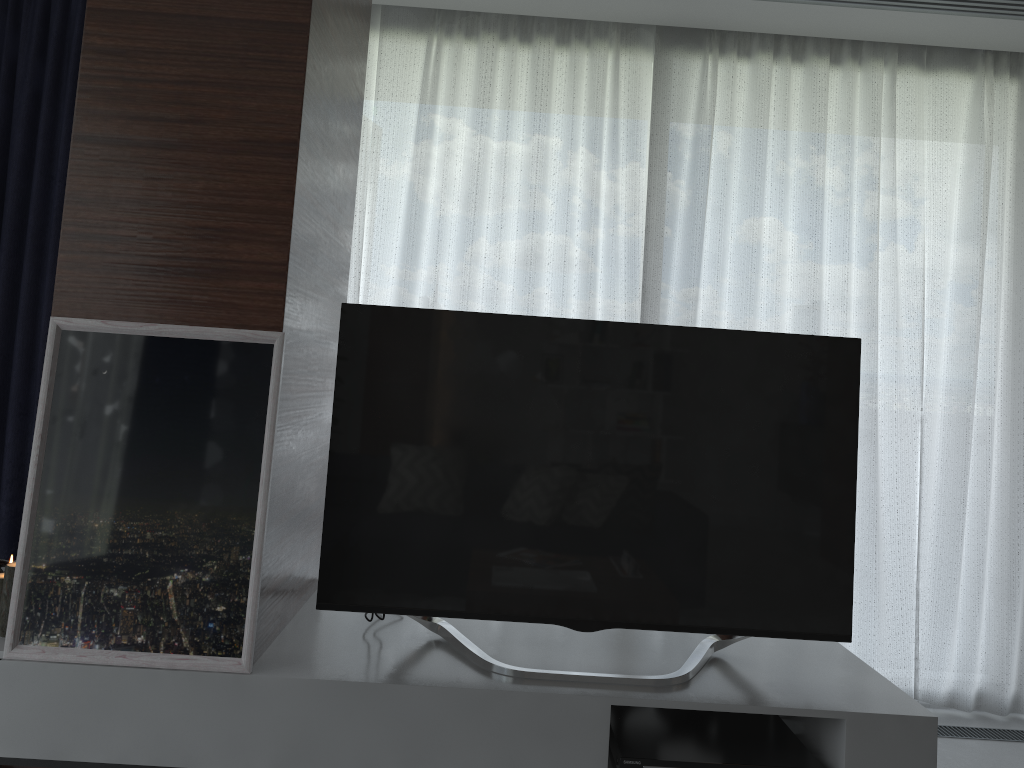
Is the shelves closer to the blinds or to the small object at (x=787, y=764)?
the small object at (x=787, y=764)

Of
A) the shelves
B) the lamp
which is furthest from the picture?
the lamp

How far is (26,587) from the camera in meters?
1.9 m

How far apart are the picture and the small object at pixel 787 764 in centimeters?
81cm

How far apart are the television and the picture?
0.2 meters

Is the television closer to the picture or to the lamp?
the picture

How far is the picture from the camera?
1.9 meters

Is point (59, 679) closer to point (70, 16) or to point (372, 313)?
point (372, 313)

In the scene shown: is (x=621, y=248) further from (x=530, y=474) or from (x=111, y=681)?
(x=111, y=681)

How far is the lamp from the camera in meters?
2.0
